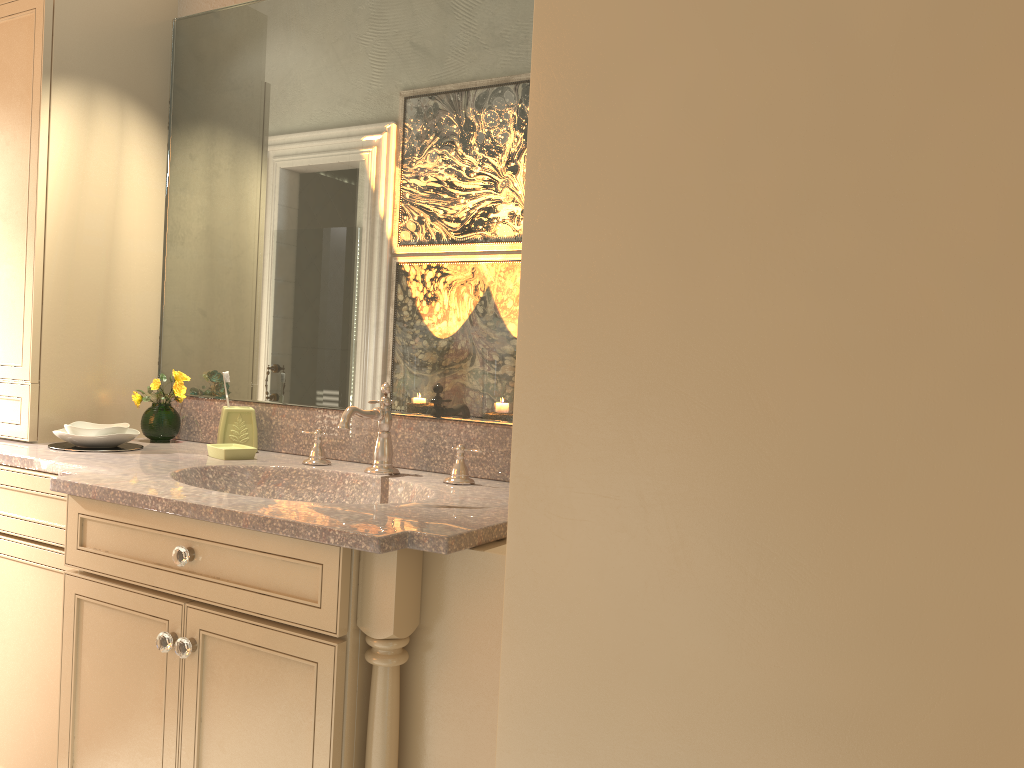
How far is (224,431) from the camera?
2.27m

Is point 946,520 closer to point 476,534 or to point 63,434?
point 476,534

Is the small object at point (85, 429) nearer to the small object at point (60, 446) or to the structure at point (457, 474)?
the small object at point (60, 446)

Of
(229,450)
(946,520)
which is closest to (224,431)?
(229,450)

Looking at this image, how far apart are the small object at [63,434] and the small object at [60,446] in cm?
2

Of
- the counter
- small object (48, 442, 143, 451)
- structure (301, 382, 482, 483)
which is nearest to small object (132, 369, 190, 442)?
the counter

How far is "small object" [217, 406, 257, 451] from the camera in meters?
2.3 m

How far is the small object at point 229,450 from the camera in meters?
2.1

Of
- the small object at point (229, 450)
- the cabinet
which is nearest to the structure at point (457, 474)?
the small object at point (229, 450)

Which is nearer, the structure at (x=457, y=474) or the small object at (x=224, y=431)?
the structure at (x=457, y=474)
